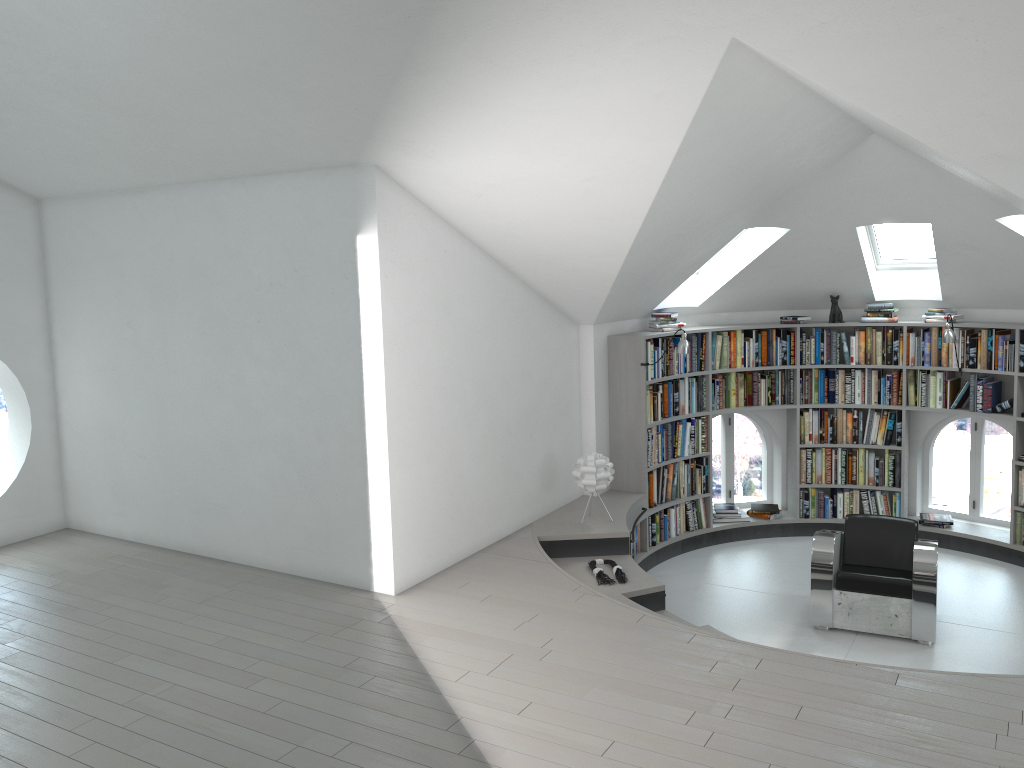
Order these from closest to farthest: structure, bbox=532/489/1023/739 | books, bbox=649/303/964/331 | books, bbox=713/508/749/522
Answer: structure, bbox=532/489/1023/739 → books, bbox=649/303/964/331 → books, bbox=713/508/749/522

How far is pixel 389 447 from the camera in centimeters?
538cm

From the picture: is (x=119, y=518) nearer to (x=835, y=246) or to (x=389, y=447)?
(x=389, y=447)

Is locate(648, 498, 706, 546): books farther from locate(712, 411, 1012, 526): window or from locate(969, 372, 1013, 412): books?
locate(969, 372, 1013, 412): books

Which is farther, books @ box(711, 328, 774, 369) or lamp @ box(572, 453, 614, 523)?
books @ box(711, 328, 774, 369)

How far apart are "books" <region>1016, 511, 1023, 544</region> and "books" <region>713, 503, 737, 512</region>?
2.41m

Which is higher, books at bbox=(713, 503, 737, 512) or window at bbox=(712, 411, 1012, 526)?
books at bbox=(713, 503, 737, 512)

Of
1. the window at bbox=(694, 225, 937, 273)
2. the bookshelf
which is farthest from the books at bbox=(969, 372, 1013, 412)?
the window at bbox=(694, 225, 937, 273)

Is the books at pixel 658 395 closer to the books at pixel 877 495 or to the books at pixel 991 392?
the books at pixel 877 495

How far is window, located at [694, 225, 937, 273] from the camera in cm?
802
